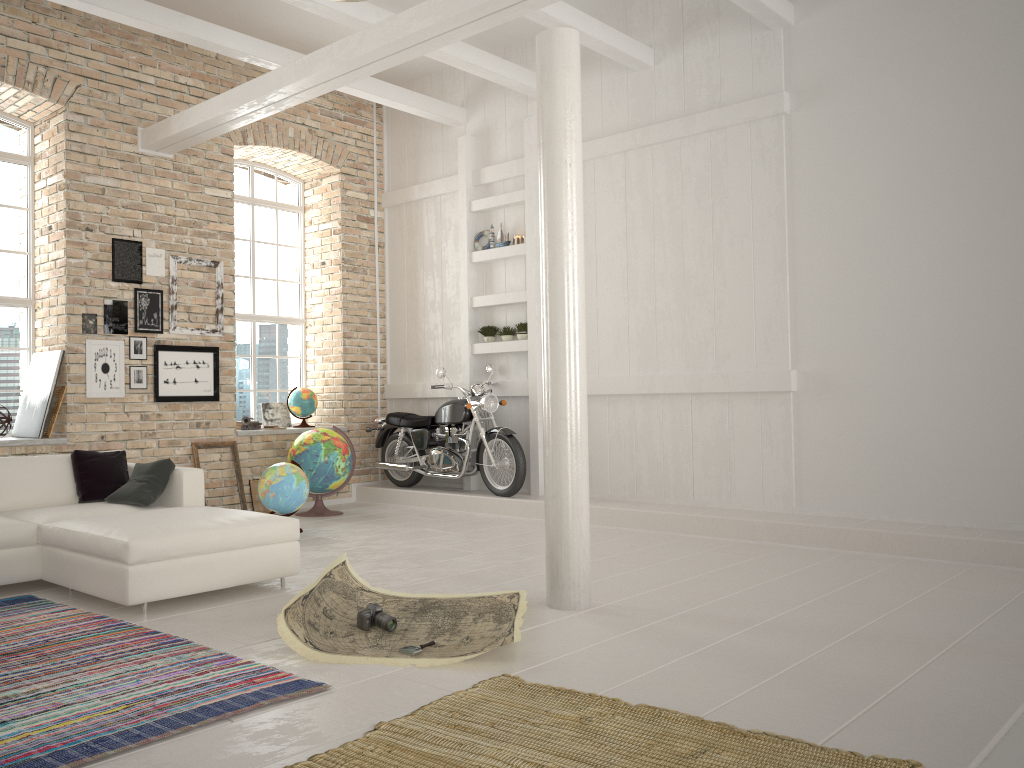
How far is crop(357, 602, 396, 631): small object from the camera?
4.2m

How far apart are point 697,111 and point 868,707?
5.8m

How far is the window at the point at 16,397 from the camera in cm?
801

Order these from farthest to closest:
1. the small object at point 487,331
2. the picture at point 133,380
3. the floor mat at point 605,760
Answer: the small object at point 487,331 → the picture at point 133,380 → the floor mat at point 605,760

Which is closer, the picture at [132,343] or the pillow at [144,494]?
the pillow at [144,494]

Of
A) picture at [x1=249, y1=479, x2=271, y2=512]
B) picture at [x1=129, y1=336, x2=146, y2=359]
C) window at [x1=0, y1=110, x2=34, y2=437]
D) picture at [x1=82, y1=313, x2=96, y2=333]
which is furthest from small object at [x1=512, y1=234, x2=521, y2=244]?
window at [x1=0, y1=110, x2=34, y2=437]

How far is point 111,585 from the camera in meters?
4.6 m

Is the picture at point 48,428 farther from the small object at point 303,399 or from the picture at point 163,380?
the small object at point 303,399

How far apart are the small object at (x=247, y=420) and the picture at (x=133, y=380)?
1.27m

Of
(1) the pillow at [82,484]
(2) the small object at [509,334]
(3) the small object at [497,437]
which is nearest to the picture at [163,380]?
(1) the pillow at [82,484]
